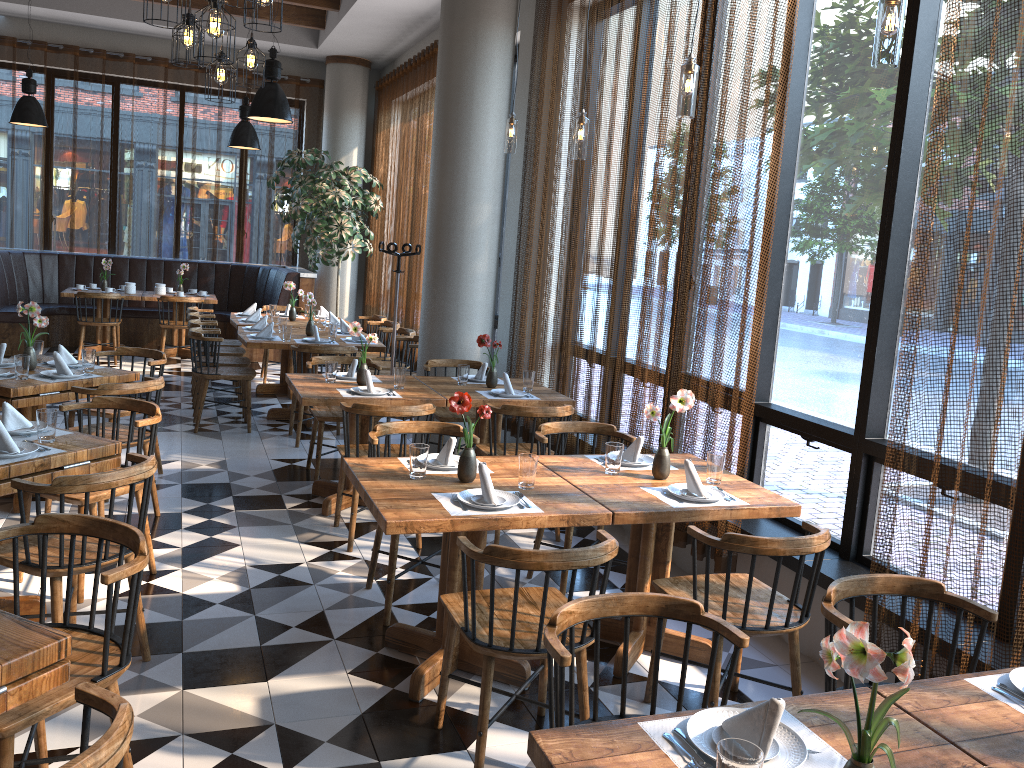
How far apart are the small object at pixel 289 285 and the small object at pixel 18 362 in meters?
4.2 m

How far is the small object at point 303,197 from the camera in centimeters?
1061cm

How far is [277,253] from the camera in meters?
12.6 m

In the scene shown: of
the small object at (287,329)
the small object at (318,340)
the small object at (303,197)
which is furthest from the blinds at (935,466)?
the small object at (303,197)

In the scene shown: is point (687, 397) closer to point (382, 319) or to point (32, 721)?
point (32, 721)

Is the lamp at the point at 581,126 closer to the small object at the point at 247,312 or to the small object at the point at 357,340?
the small object at the point at 357,340

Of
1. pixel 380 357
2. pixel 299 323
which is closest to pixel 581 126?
pixel 380 357

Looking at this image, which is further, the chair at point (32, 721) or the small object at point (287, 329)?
the small object at point (287, 329)

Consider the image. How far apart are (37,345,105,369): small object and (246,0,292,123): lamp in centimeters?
282cm

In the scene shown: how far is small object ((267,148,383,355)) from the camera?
10.6m
